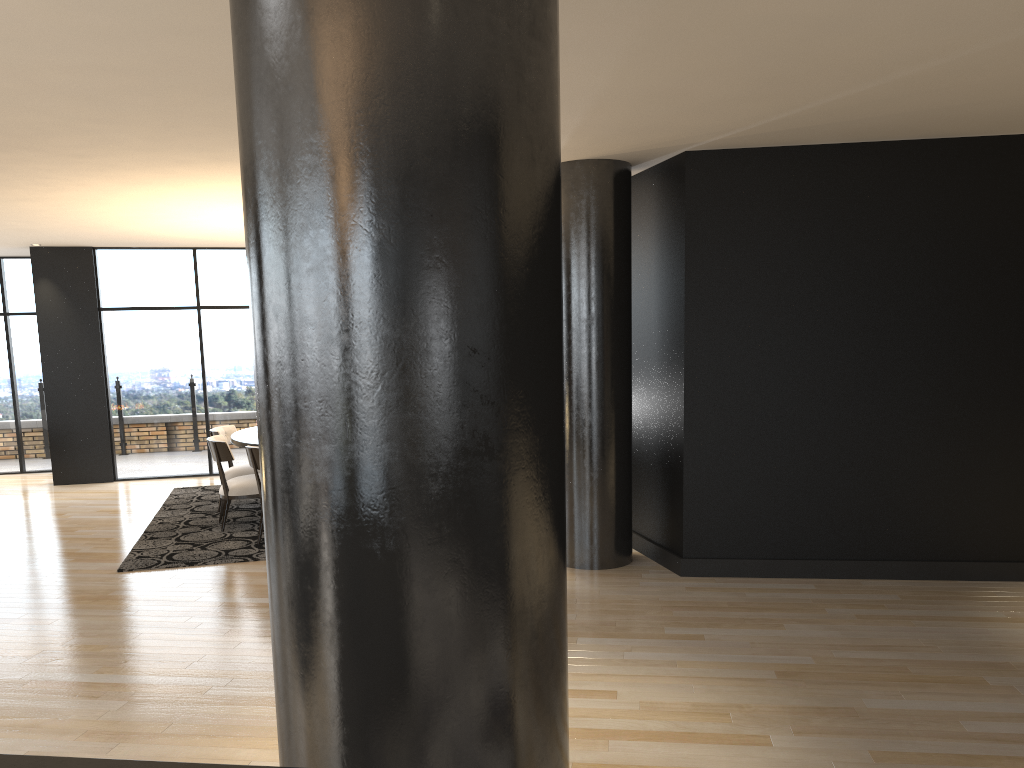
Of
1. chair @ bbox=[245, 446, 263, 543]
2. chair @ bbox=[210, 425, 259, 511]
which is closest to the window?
chair @ bbox=[210, 425, 259, 511]

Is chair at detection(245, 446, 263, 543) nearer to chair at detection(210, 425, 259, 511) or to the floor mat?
the floor mat

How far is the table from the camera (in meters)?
7.57

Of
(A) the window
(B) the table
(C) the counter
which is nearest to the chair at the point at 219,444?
(B) the table

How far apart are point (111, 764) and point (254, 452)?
5.95m

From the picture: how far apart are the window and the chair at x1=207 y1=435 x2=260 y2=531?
3.11m

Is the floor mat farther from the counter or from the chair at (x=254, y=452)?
the counter

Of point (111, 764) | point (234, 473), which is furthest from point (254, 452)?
point (111, 764)

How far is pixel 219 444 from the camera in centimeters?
737cm

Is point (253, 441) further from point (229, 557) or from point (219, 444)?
point (229, 557)
